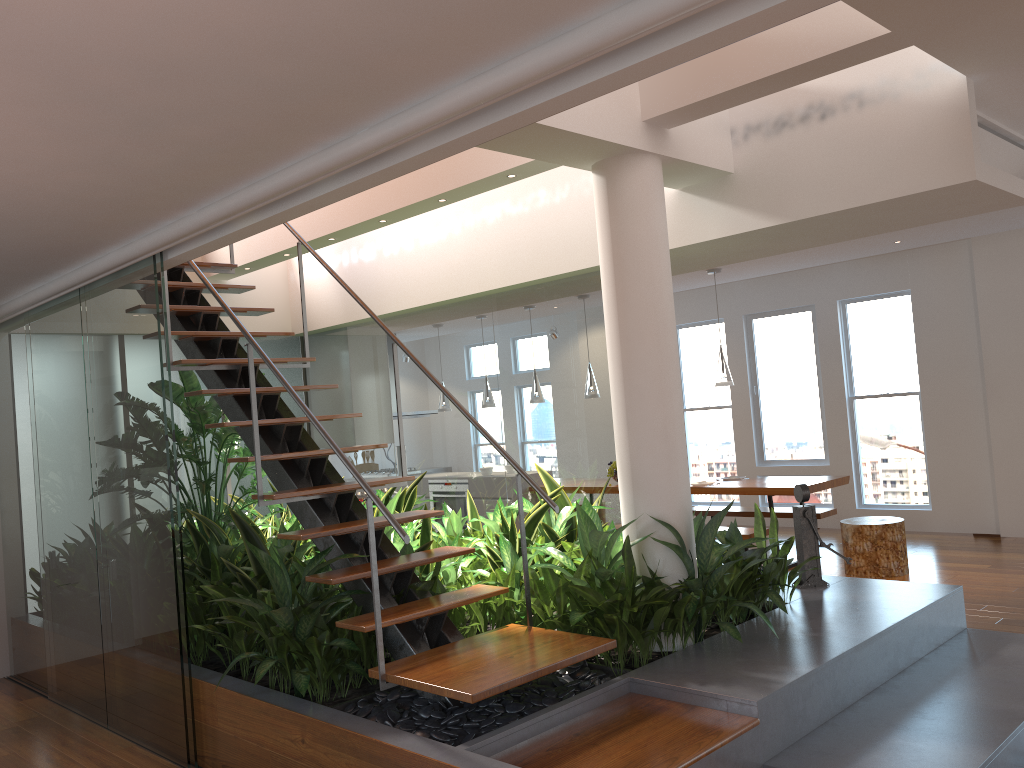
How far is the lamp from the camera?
7.4m

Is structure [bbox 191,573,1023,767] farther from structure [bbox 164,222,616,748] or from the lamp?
the lamp

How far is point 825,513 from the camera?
7.7m

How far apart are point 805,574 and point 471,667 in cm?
237

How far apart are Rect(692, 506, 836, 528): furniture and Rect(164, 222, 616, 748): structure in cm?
456

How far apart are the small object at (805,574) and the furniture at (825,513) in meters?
2.9 m

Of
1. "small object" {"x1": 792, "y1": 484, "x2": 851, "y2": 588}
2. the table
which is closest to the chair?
the table

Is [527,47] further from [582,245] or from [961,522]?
[961,522]

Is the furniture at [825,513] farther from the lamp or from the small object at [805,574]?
the small object at [805,574]

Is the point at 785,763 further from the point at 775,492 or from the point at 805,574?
the point at 775,492
